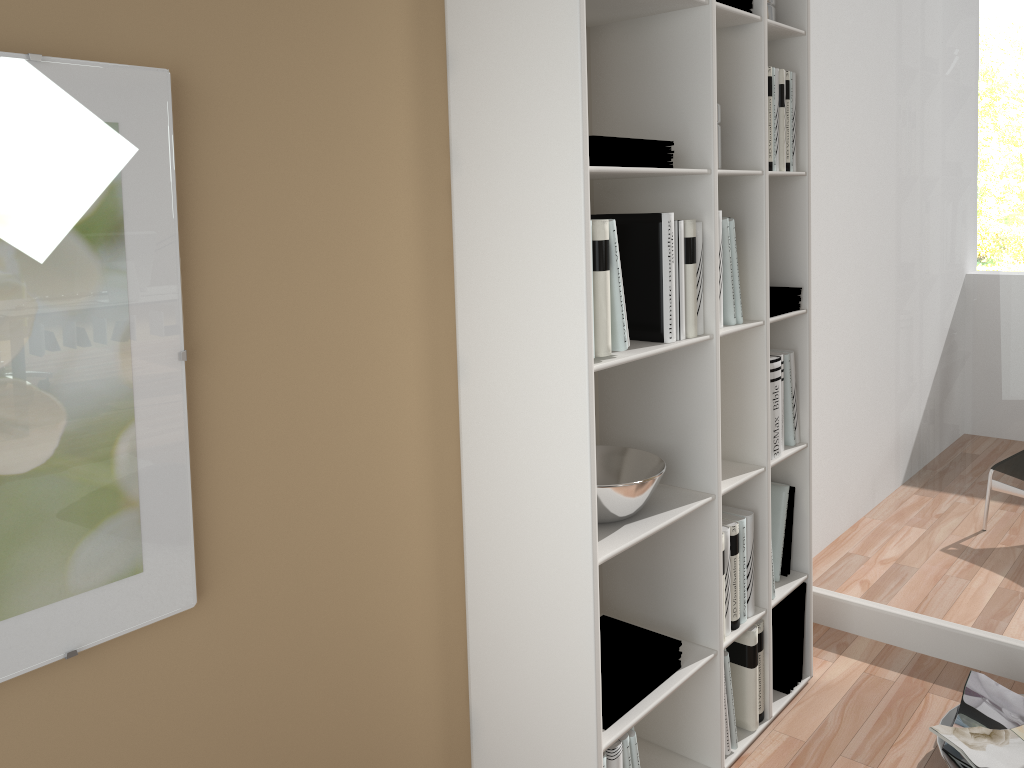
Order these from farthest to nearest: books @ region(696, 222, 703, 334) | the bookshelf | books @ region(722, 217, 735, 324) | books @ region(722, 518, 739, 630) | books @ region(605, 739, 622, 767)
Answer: books @ region(722, 518, 739, 630) → books @ region(722, 217, 735, 324) → books @ region(696, 222, 703, 334) → books @ region(605, 739, 622, 767) → the bookshelf

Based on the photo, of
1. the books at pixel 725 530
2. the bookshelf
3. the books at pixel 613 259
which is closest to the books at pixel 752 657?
the bookshelf

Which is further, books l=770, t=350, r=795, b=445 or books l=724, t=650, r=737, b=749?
books l=770, t=350, r=795, b=445

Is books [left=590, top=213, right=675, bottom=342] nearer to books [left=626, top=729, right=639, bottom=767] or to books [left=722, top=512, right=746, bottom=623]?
books [left=722, top=512, right=746, bottom=623]

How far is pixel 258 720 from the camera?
1.5 meters

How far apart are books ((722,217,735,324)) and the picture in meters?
1.2

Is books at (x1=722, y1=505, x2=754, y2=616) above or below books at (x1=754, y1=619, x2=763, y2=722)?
above

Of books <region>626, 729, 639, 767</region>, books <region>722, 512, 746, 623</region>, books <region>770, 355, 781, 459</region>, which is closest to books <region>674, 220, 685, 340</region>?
books <region>770, 355, 781, 459</region>

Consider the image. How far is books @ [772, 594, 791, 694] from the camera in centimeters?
245cm

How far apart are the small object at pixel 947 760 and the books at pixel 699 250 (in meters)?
1.18
